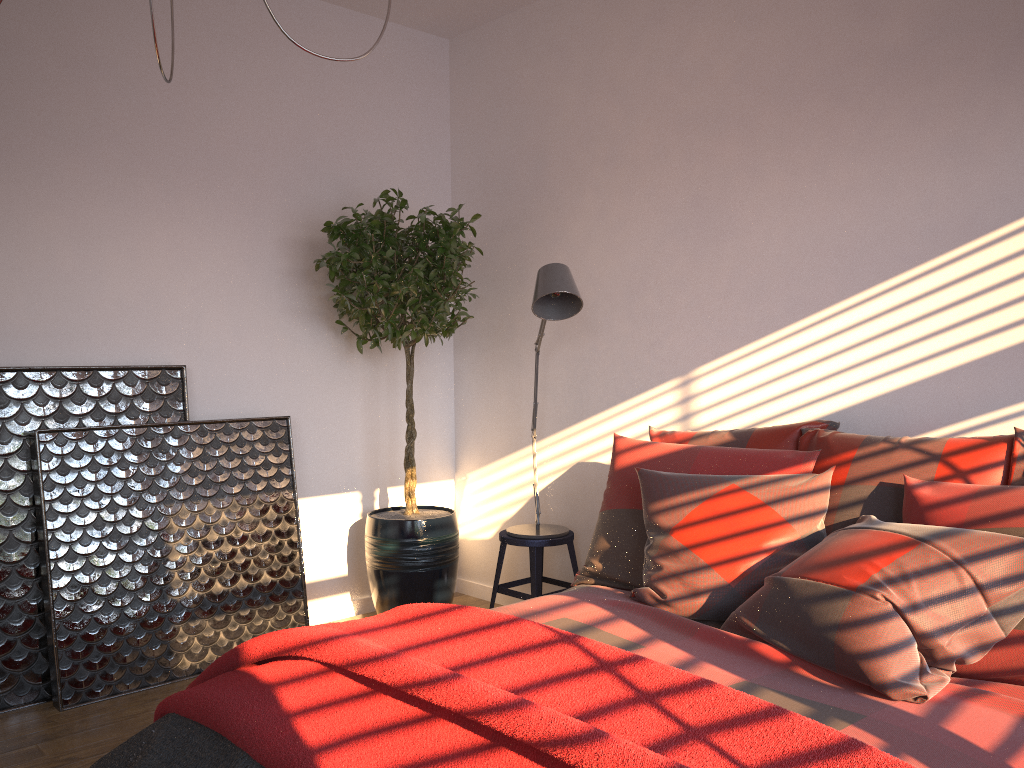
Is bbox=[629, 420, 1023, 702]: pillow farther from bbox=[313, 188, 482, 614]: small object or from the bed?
bbox=[313, 188, 482, 614]: small object

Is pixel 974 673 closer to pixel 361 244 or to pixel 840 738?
pixel 840 738

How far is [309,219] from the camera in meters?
4.1

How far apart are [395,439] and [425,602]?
0.9m

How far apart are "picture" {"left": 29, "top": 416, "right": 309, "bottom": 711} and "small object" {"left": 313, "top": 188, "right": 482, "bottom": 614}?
0.3m

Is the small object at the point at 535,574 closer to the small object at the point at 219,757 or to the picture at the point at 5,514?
the picture at the point at 5,514

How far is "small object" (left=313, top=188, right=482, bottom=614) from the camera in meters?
3.8

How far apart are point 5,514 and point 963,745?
3.1 meters

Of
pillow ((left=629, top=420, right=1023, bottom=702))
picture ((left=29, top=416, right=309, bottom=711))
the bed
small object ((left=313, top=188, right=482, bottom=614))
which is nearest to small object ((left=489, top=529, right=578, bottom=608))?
small object ((left=313, top=188, right=482, bottom=614))

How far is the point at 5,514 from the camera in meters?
3.2
